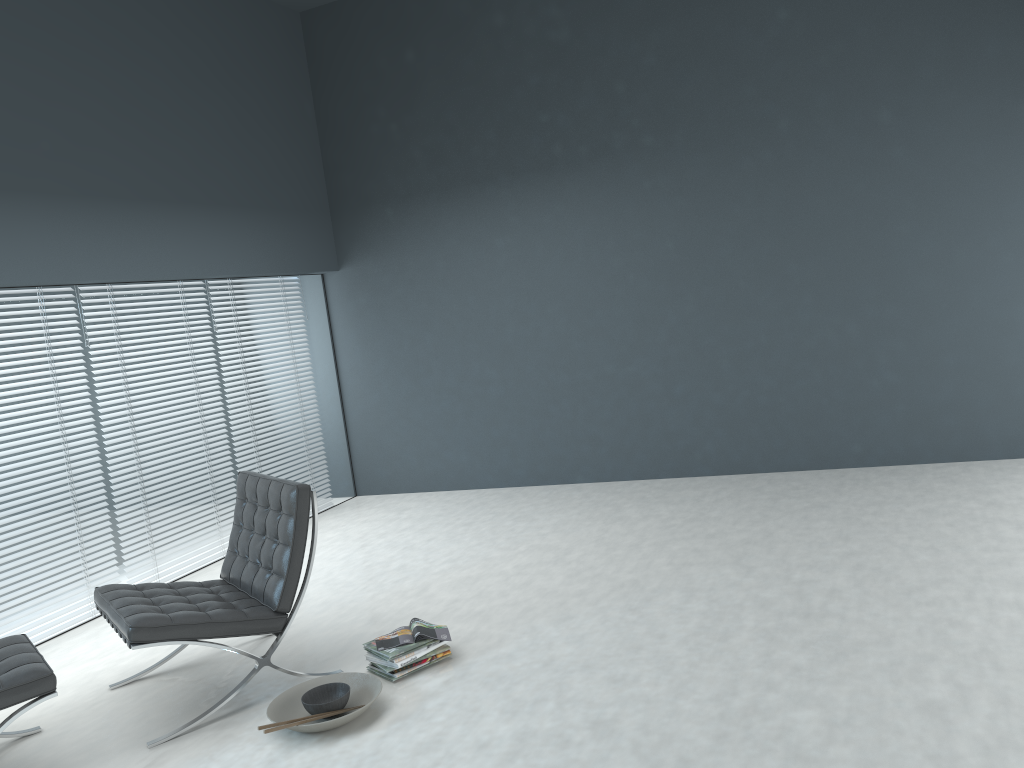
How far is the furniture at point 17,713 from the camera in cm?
273

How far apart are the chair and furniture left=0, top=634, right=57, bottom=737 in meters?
0.2

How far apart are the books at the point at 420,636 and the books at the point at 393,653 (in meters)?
0.02

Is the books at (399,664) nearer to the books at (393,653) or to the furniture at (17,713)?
the books at (393,653)

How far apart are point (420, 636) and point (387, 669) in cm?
17

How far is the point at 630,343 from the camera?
5.9 meters

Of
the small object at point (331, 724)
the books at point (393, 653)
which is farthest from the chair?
the books at point (393, 653)

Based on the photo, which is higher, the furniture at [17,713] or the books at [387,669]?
the furniture at [17,713]

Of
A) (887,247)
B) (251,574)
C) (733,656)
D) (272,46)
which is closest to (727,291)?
(887,247)

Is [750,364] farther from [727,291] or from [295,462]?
[295,462]
